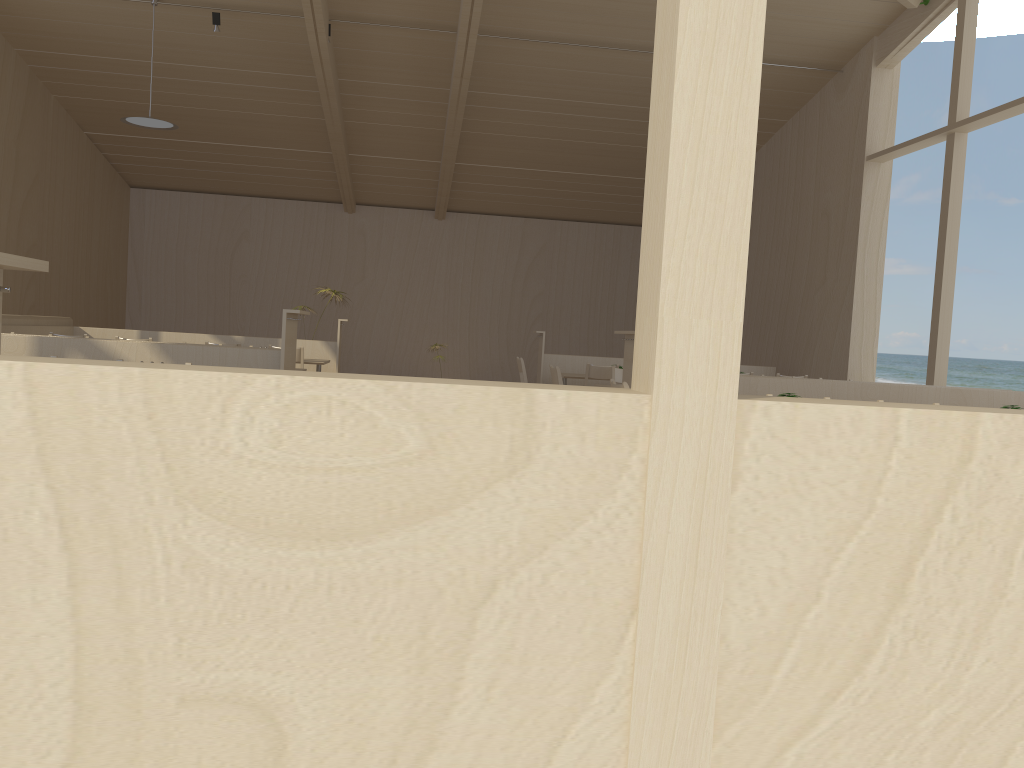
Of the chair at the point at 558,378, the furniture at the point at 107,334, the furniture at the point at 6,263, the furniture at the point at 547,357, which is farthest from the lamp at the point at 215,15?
the furniture at the point at 6,263

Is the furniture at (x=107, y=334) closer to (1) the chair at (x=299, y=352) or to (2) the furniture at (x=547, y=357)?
(1) the chair at (x=299, y=352)

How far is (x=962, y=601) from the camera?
1.40m

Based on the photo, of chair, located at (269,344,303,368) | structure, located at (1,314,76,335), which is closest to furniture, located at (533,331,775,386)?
chair, located at (269,344,303,368)

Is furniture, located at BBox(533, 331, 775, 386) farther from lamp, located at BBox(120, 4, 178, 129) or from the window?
lamp, located at BBox(120, 4, 178, 129)

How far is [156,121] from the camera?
9.49m

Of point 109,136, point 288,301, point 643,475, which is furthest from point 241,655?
point 288,301

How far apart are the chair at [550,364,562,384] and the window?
3.9 meters

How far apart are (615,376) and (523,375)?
1.51m

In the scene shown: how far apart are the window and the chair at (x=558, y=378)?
3.9m
